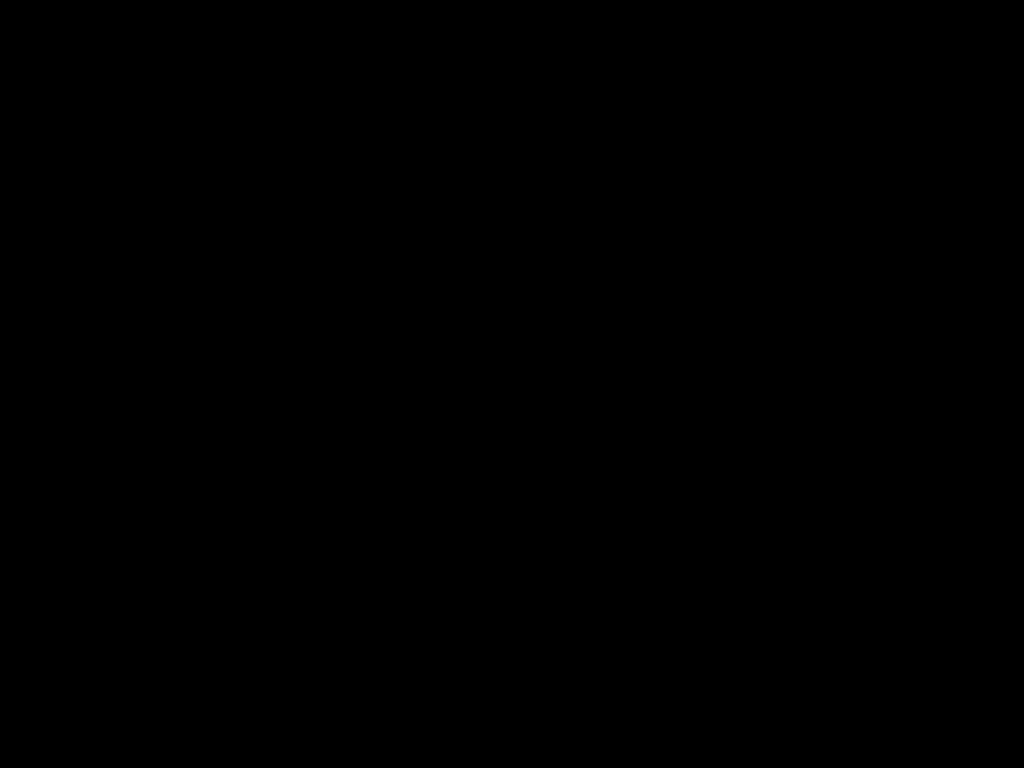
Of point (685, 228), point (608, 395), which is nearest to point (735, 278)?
point (685, 228)

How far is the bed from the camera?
0.5m

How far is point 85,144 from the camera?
0.9m

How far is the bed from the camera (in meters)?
0.55

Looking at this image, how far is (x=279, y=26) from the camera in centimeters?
55cm
